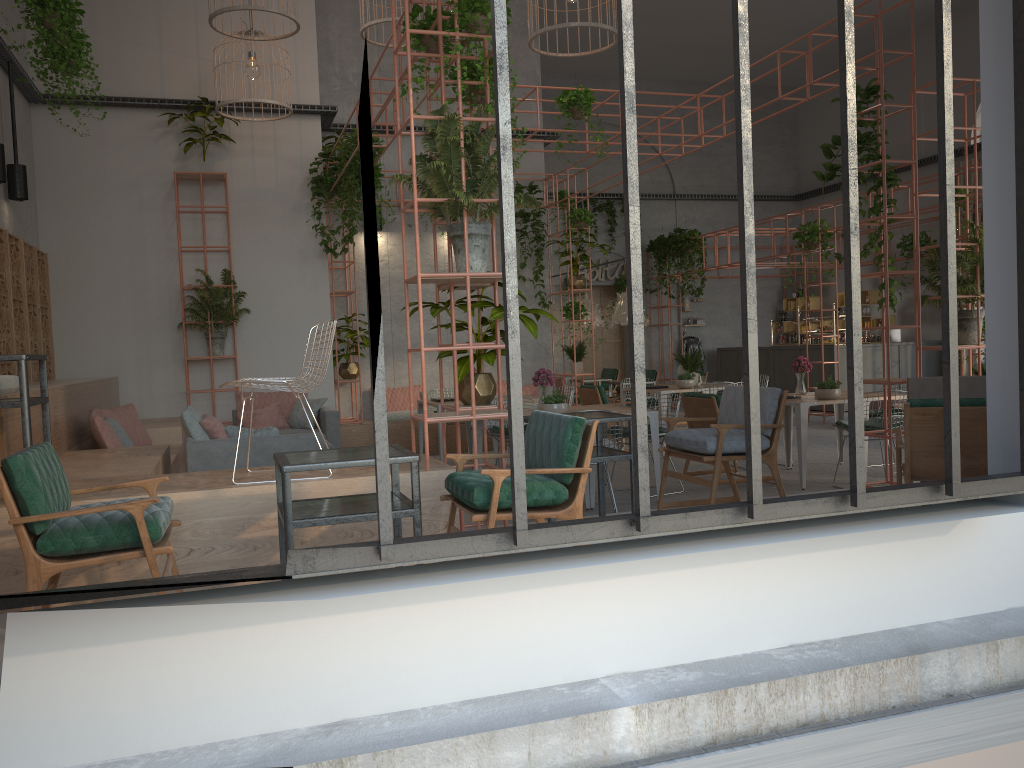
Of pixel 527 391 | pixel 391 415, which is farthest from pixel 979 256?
pixel 391 415

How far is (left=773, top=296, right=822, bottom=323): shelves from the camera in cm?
1958

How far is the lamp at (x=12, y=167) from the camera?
9.2m

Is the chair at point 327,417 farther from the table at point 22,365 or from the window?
the window

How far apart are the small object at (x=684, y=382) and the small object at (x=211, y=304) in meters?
5.6

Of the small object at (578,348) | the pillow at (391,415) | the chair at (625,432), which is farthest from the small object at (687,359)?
the pillow at (391,415)

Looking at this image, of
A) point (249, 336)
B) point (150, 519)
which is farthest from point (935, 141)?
point (150, 519)

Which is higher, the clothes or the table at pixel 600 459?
the clothes

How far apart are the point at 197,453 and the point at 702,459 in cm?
372

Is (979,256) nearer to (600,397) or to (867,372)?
(600,397)
